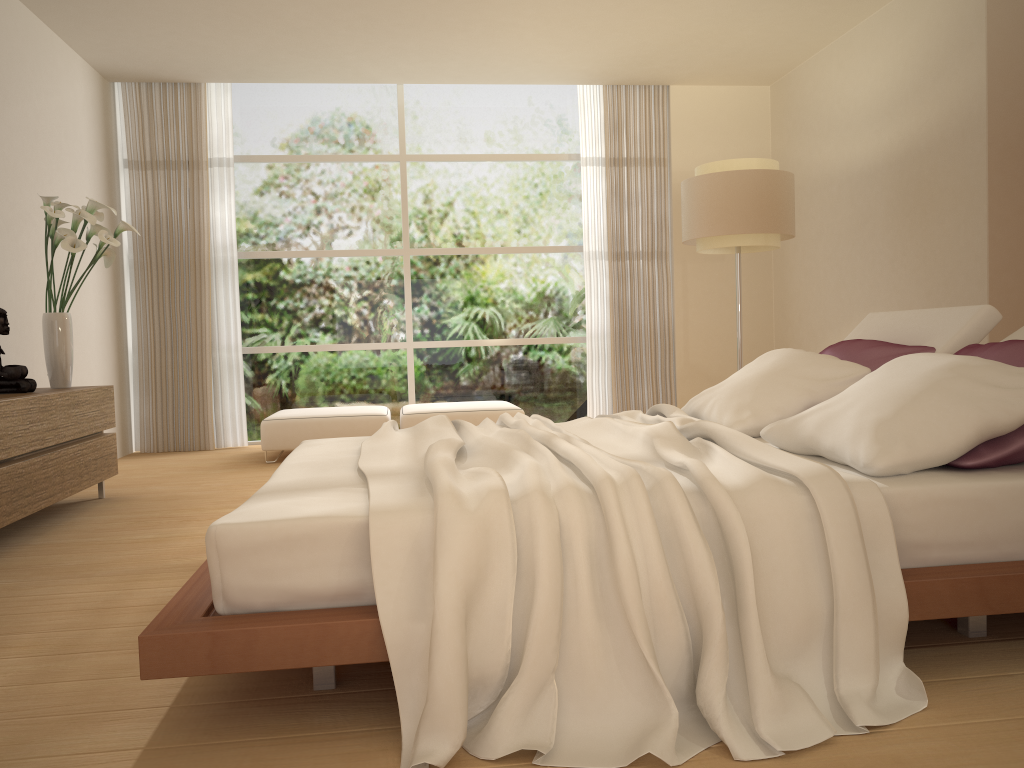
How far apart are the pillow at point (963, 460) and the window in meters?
4.6

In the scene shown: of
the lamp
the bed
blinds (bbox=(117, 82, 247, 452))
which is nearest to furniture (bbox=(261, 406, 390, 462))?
blinds (bbox=(117, 82, 247, 452))

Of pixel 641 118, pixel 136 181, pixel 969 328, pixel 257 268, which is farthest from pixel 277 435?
pixel 969 328

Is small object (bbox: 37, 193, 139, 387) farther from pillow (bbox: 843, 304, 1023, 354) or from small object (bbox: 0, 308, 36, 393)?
Result: pillow (bbox: 843, 304, 1023, 354)

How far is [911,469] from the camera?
2.3m

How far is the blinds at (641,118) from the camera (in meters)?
7.96

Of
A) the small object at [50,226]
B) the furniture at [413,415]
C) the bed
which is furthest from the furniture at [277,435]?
the bed

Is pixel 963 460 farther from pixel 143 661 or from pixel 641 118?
pixel 641 118

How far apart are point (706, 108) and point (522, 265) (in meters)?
2.17

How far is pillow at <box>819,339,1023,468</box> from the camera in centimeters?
234cm
